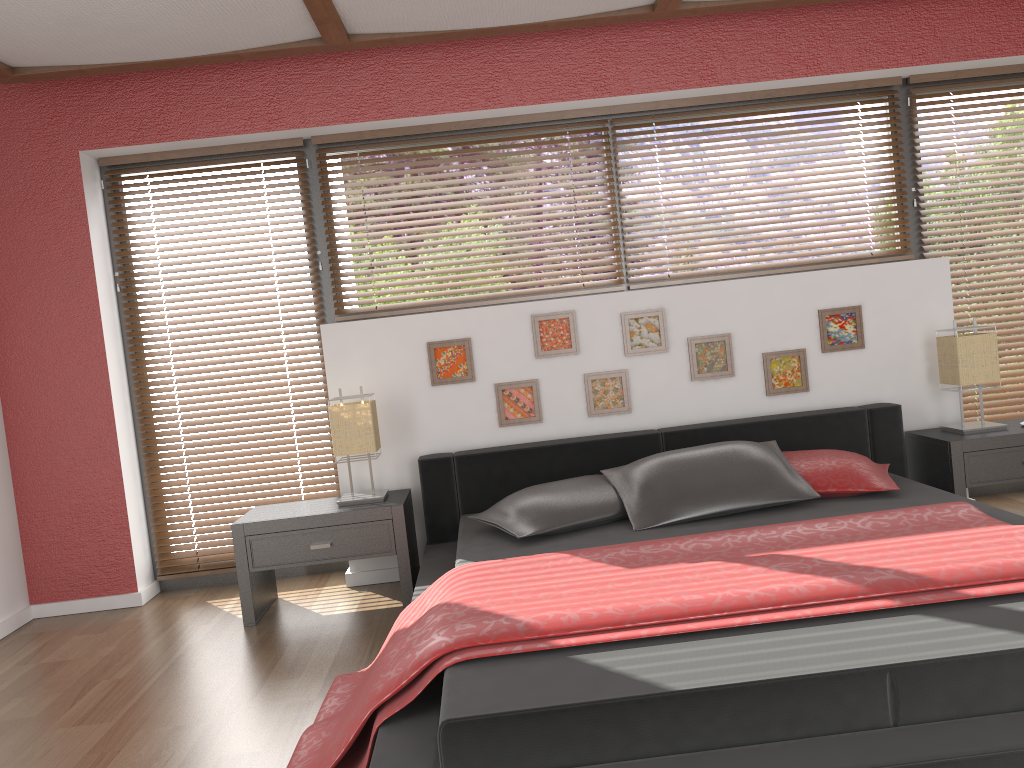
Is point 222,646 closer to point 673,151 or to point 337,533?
point 337,533

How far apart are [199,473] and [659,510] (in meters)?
2.31

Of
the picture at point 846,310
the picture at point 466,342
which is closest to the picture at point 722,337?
the picture at point 846,310

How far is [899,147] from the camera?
4.4m

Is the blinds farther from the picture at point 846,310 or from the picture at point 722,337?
the picture at point 722,337

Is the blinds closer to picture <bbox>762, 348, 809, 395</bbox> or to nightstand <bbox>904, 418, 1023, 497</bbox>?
nightstand <bbox>904, 418, 1023, 497</bbox>

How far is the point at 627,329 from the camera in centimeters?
404cm

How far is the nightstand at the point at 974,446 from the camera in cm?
368

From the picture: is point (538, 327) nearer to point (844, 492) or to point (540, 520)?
point (540, 520)

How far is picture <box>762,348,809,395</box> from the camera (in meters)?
4.07
